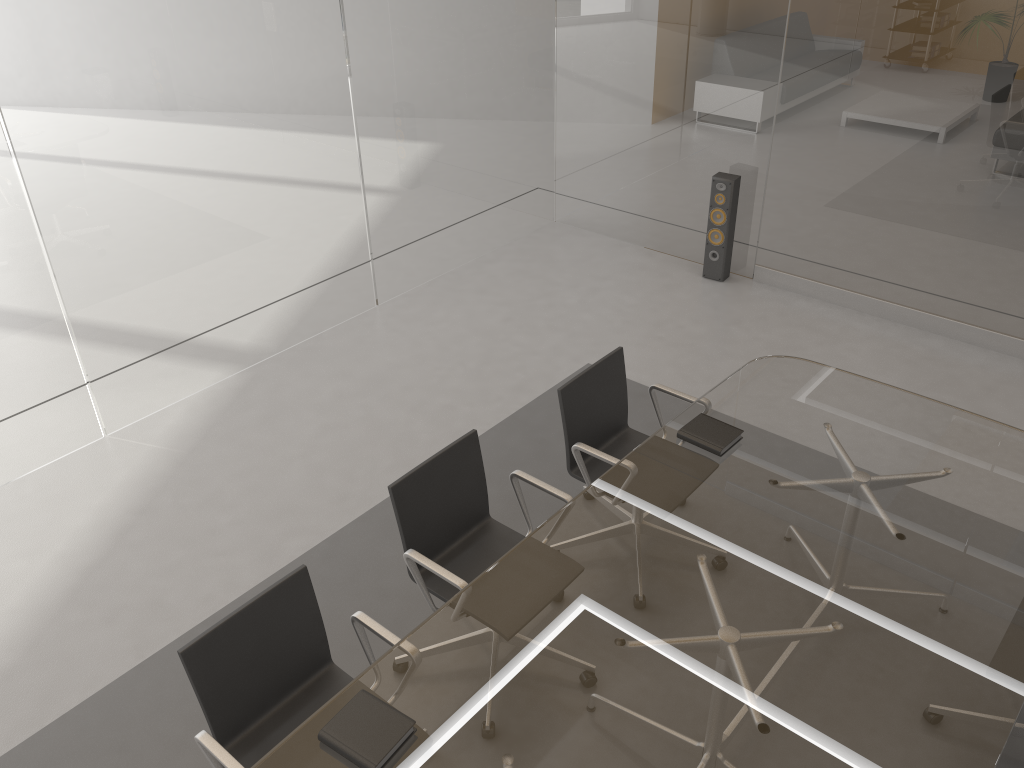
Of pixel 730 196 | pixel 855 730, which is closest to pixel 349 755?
pixel 855 730

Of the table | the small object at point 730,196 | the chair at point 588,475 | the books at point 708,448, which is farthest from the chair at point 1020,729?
the small object at point 730,196

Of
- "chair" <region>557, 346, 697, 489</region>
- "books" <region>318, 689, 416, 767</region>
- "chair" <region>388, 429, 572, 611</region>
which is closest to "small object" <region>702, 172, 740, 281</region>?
"chair" <region>557, 346, 697, 489</region>

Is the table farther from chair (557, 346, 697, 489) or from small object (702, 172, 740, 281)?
small object (702, 172, 740, 281)

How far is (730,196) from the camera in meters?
5.6

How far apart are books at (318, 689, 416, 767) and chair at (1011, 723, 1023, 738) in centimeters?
201cm

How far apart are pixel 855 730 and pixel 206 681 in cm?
169

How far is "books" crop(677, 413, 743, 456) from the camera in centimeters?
314cm

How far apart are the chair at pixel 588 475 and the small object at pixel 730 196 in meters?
2.4

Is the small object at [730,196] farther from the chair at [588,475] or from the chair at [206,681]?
the chair at [206,681]
